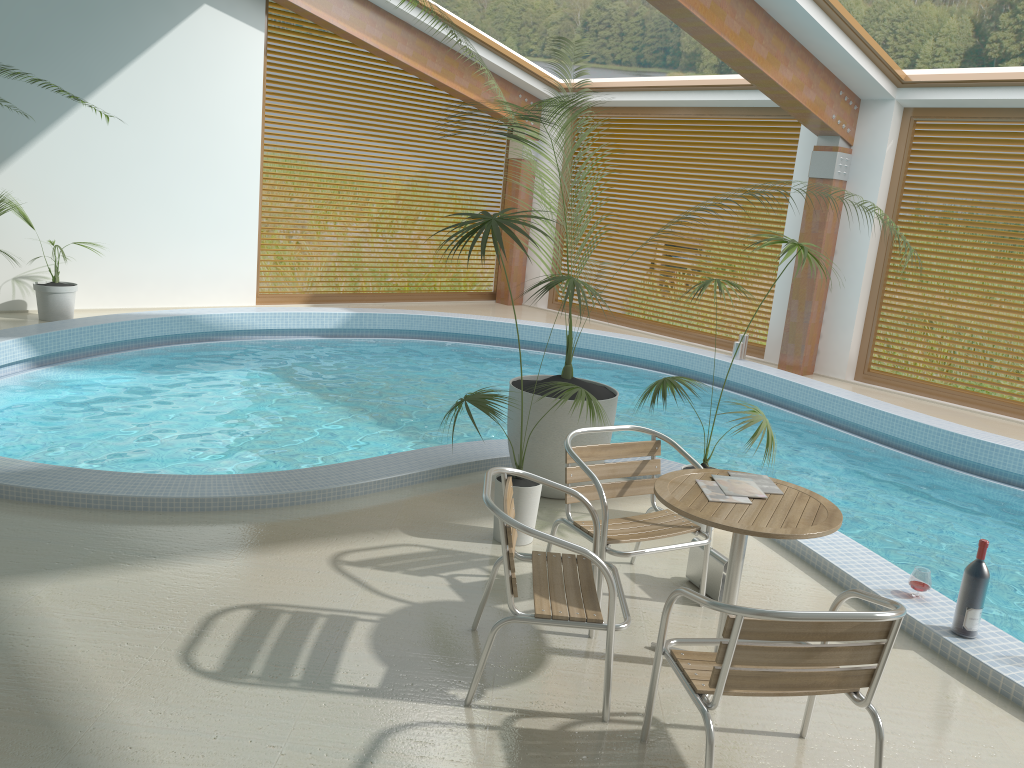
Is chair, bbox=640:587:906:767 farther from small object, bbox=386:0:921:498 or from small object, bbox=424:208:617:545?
small object, bbox=386:0:921:498

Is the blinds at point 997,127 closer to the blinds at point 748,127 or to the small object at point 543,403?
the blinds at point 748,127

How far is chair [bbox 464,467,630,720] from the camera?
2.99m

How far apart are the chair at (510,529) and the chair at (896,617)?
0.15m

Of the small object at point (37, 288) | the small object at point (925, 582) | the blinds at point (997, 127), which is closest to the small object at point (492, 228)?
the small object at point (925, 582)

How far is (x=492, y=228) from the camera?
4.05m

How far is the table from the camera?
3.09m

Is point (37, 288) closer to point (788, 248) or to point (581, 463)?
point (581, 463)

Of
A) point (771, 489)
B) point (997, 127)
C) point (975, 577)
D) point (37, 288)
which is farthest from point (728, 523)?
point (37, 288)

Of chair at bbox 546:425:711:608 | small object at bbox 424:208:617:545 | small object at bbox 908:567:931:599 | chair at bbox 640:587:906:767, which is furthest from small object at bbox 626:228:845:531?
chair at bbox 640:587:906:767
